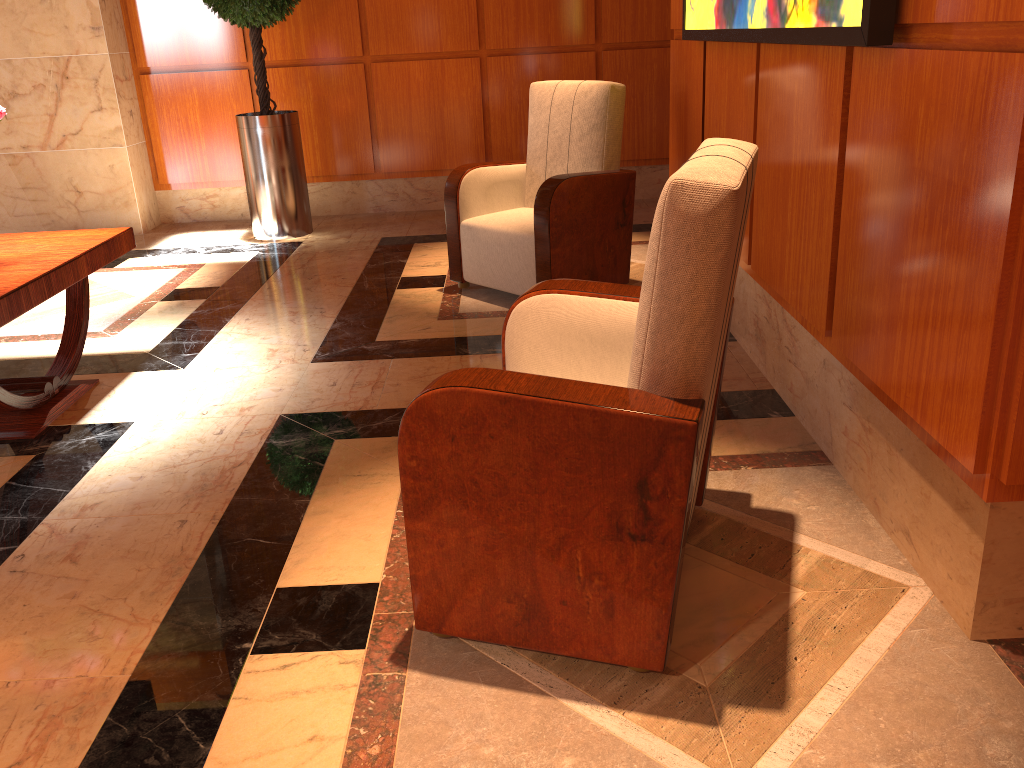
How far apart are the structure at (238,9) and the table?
2.3 meters

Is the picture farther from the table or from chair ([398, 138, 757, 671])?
the table

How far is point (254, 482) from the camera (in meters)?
2.59

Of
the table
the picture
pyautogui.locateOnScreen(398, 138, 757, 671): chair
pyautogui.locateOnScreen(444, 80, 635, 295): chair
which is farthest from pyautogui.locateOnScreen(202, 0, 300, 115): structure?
pyautogui.locateOnScreen(398, 138, 757, 671): chair

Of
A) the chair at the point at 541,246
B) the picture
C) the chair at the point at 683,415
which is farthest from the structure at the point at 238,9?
the chair at the point at 683,415

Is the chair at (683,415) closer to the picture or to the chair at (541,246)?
the picture

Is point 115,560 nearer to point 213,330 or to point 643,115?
point 213,330

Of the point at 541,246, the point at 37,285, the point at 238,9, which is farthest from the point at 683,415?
the point at 238,9

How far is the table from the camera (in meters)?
2.81

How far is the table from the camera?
2.8 meters
